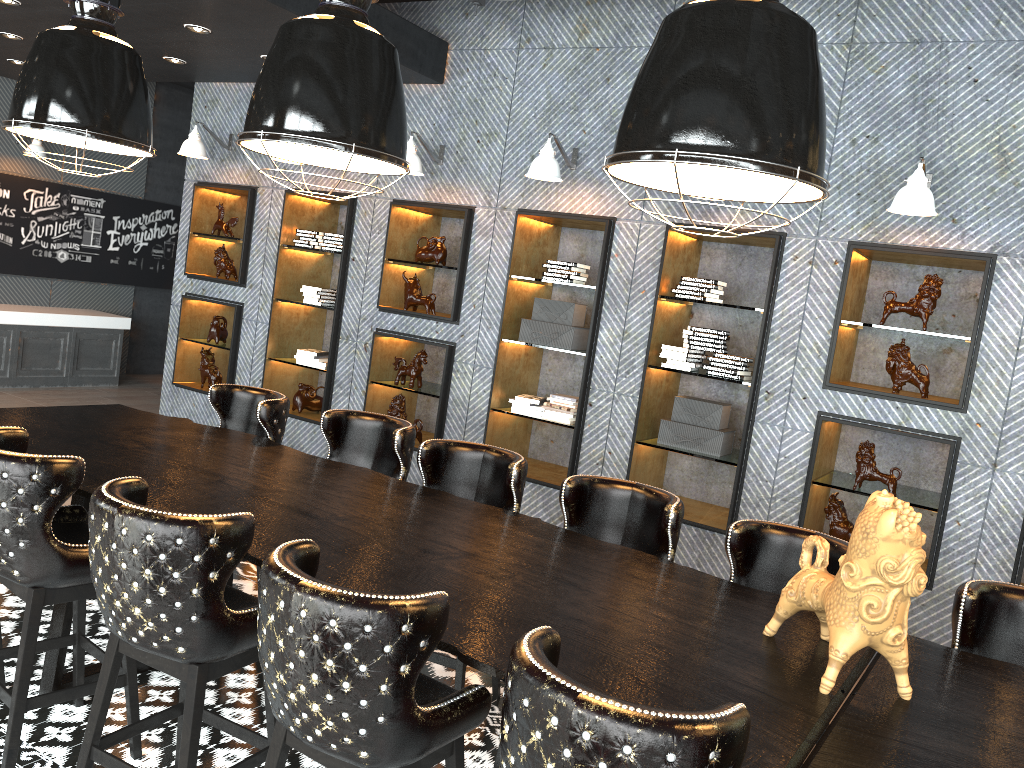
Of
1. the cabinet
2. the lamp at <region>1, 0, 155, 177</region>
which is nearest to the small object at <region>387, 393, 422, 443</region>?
the lamp at <region>1, 0, 155, 177</region>

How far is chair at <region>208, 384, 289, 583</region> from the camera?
4.4 meters

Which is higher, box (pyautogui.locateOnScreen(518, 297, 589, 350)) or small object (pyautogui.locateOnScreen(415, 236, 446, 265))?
small object (pyautogui.locateOnScreen(415, 236, 446, 265))

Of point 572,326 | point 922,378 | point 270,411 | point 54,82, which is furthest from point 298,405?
point 922,378

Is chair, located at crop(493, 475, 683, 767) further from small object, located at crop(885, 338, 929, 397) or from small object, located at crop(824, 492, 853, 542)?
small object, located at crop(885, 338, 929, 397)

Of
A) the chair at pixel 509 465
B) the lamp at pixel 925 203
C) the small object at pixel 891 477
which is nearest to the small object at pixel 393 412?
the chair at pixel 509 465

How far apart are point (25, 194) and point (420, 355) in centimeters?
616cm

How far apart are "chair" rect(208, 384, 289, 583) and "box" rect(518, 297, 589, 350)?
2.1 meters

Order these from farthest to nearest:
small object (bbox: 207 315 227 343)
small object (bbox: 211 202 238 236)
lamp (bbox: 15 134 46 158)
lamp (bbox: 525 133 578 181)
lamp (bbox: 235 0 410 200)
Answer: lamp (bbox: 15 134 46 158) → small object (bbox: 207 315 227 343) → small object (bbox: 211 202 238 236) → lamp (bbox: 525 133 578 181) → lamp (bbox: 235 0 410 200)

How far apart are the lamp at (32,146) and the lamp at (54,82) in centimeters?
642cm
